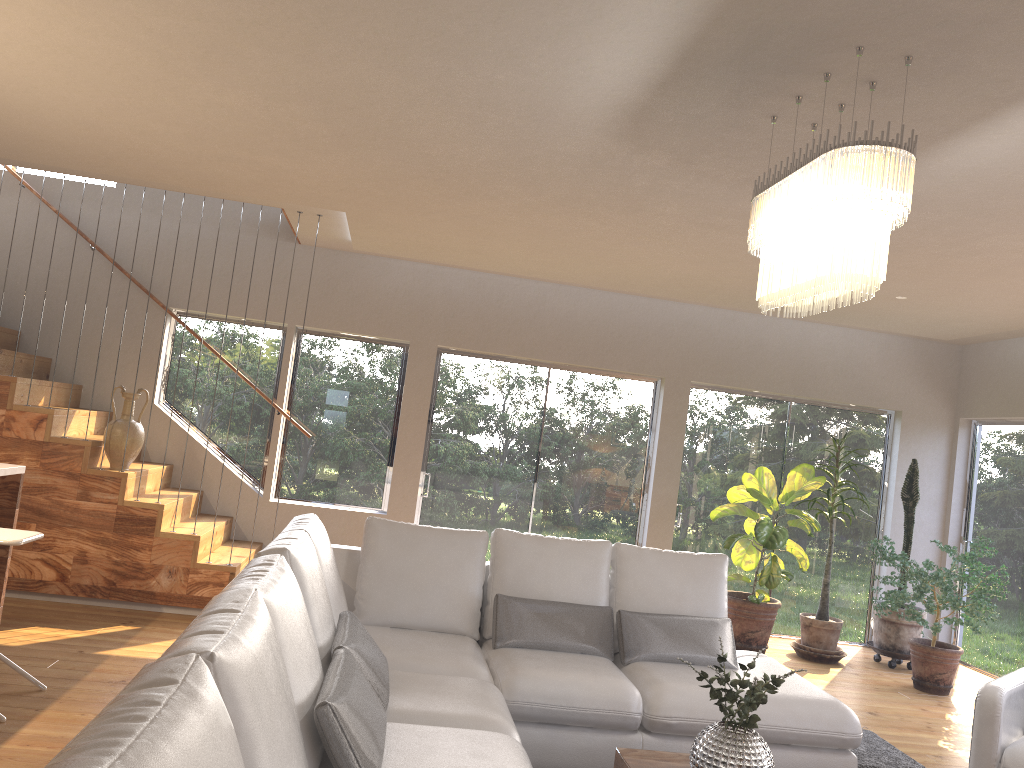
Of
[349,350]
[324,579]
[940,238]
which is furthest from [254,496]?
[940,238]

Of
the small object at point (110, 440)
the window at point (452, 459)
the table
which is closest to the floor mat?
the table

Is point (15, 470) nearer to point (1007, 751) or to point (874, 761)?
point (874, 761)

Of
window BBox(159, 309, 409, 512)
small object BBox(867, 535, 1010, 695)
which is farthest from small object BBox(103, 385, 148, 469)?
small object BBox(867, 535, 1010, 695)

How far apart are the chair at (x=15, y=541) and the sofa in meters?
1.1 m

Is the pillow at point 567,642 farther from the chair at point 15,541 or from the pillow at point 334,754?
the chair at point 15,541

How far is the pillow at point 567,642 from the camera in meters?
4.2

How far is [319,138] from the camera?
4.25m

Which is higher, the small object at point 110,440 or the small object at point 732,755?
the small object at point 110,440

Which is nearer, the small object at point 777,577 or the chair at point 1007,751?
the chair at point 1007,751
